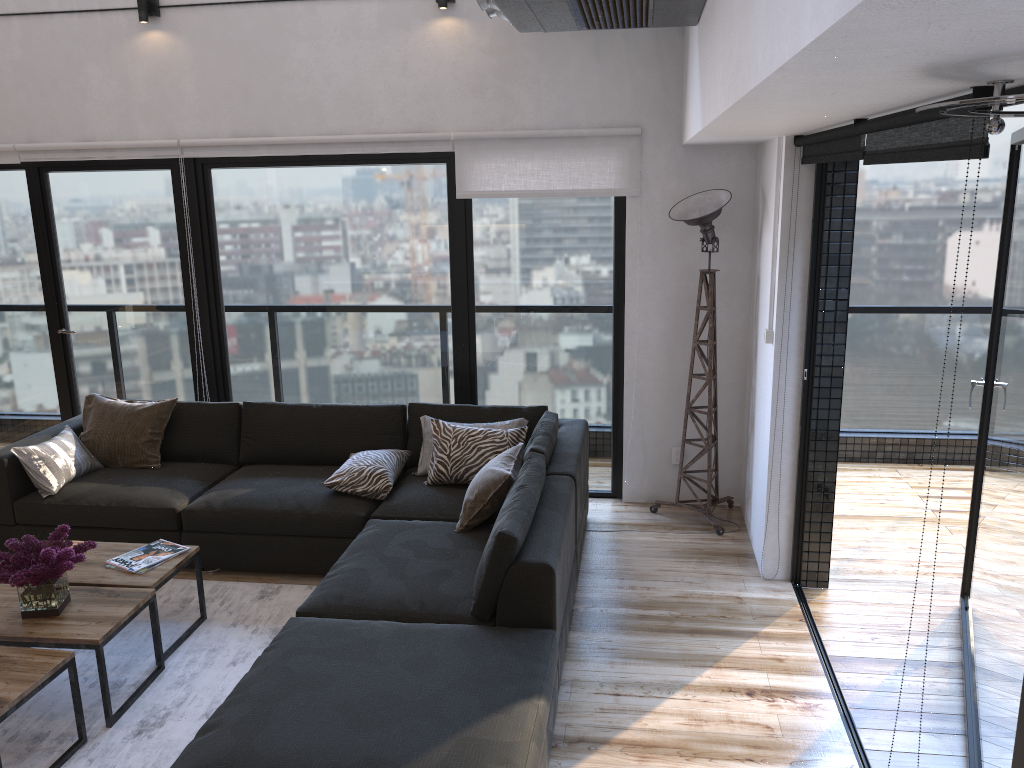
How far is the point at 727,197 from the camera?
4.54m

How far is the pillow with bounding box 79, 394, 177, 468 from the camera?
4.89m

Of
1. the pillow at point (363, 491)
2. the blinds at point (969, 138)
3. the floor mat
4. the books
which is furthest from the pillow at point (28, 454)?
the blinds at point (969, 138)

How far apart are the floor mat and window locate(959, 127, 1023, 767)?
2.5m

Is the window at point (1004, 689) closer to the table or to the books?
the table

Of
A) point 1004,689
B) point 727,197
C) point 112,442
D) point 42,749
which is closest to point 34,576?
point 42,749

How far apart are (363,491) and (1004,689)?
2.9m

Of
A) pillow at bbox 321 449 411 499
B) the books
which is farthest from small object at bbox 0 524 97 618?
pillow at bbox 321 449 411 499

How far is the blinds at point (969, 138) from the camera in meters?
1.9

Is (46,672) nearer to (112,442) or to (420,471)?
(420,471)
